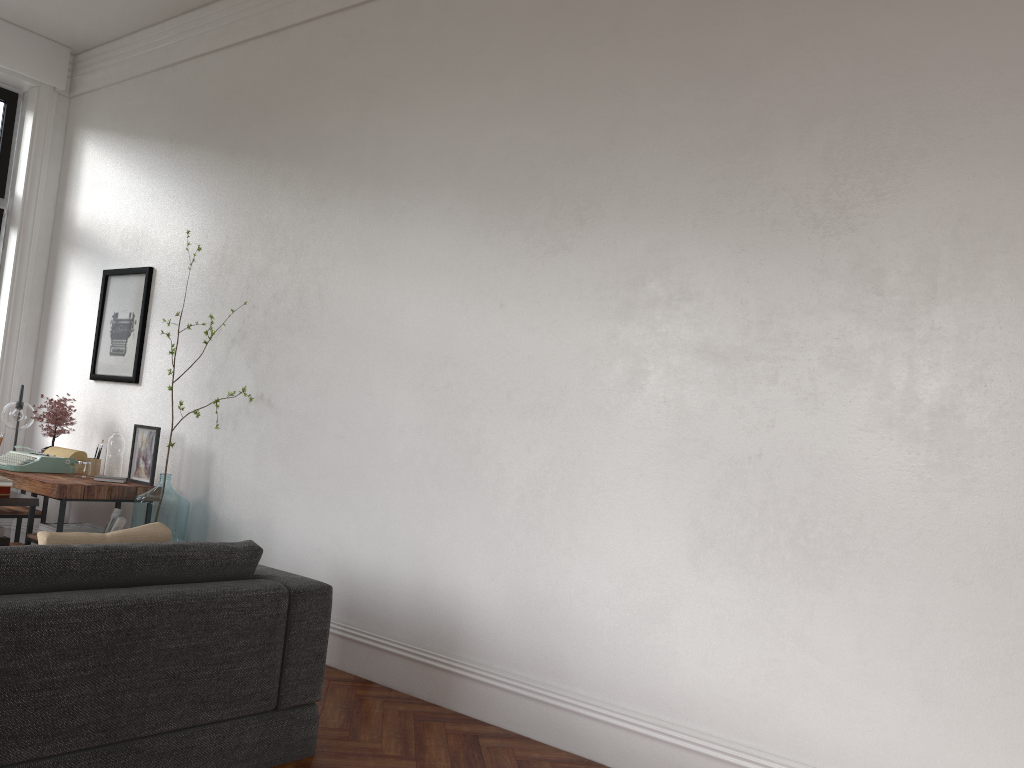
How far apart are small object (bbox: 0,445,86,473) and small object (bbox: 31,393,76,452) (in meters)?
0.24

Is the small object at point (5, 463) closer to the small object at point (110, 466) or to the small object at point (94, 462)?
the small object at point (94, 462)

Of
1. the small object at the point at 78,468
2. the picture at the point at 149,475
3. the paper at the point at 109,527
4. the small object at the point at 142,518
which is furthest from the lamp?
the small object at the point at 142,518

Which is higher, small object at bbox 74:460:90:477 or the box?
small object at bbox 74:460:90:477

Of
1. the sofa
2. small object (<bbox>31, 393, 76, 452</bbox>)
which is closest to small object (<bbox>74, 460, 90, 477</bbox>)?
small object (<bbox>31, 393, 76, 452</bbox>)

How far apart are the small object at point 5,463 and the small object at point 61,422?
0.2 meters

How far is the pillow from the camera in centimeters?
289cm

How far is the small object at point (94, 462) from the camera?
5.8m

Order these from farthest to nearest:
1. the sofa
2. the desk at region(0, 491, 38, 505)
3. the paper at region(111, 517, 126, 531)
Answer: the paper at region(111, 517, 126, 531), the desk at region(0, 491, 38, 505), the sofa

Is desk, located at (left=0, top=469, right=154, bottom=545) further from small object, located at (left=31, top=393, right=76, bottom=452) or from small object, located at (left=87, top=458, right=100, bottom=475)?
small object, located at (left=31, top=393, right=76, bottom=452)
